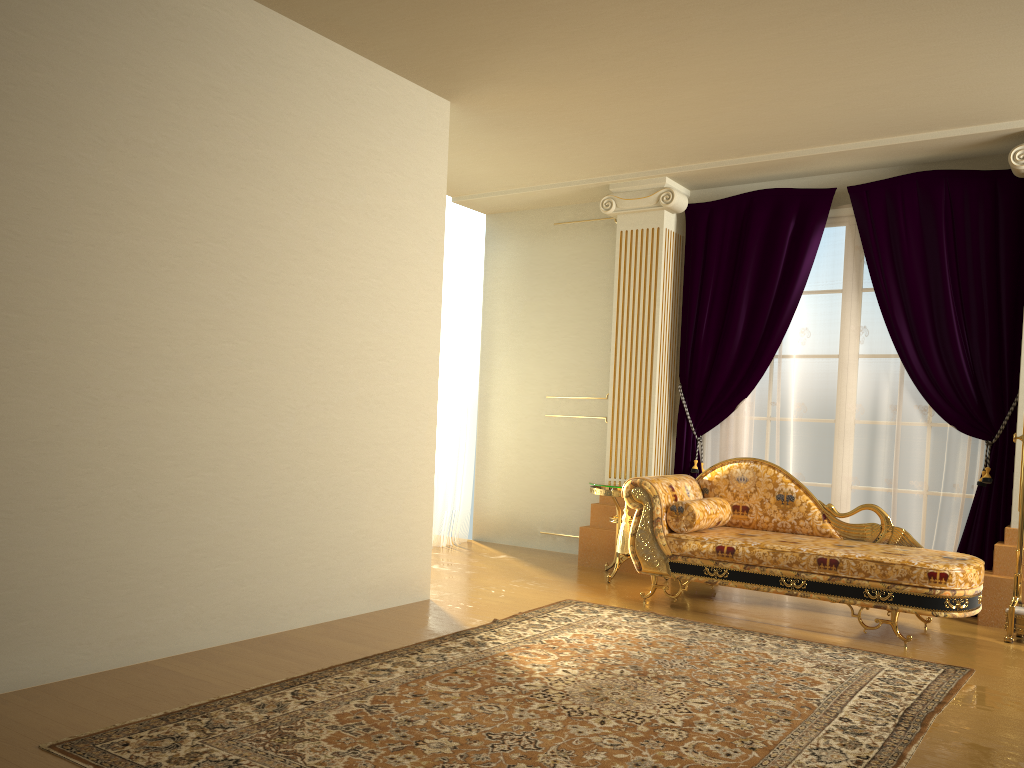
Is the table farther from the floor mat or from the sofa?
the floor mat

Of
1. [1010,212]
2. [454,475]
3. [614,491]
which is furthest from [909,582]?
[454,475]

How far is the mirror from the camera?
4.5m

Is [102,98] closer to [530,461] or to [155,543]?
[155,543]

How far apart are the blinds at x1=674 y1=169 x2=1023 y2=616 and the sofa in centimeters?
59cm

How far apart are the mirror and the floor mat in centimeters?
79cm

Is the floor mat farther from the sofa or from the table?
the table

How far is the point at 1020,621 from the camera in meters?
4.5 m

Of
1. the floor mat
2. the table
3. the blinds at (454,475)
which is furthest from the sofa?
the blinds at (454,475)

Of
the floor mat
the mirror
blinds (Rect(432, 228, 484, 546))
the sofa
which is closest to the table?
the sofa
